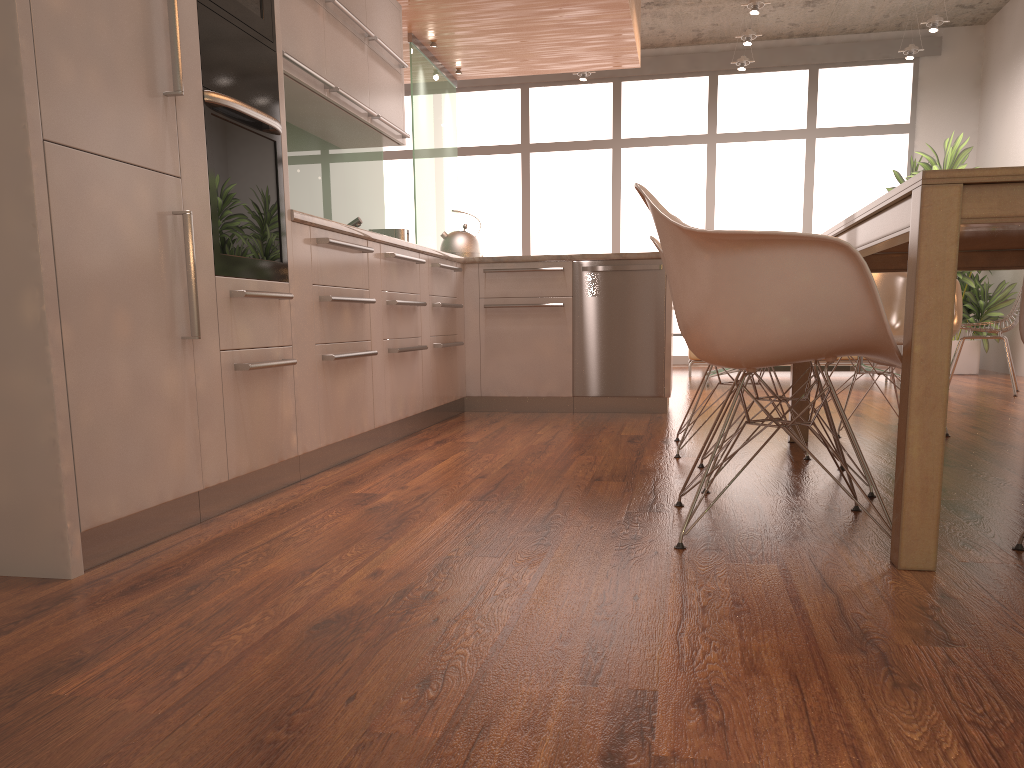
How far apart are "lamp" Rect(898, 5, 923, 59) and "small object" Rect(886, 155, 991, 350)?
1.0 meters

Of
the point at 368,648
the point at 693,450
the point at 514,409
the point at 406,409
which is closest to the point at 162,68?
the point at 368,648

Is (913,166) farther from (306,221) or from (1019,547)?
(1019,547)

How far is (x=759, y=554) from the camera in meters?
2.0 m

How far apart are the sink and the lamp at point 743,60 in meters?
5.6 m

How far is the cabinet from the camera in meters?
1.8 m

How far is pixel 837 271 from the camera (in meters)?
1.90

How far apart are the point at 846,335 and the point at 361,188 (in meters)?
4.14

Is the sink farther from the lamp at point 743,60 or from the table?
the lamp at point 743,60

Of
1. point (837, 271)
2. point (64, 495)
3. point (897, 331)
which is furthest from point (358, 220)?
point (837, 271)
